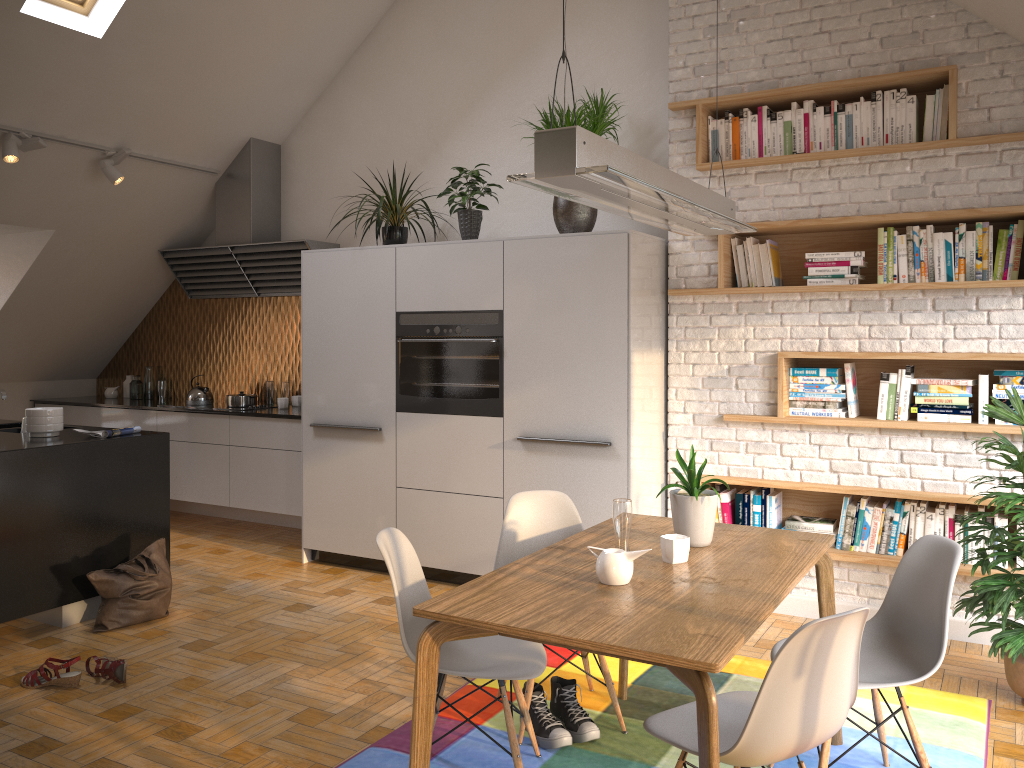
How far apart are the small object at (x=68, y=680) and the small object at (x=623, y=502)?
2.29m

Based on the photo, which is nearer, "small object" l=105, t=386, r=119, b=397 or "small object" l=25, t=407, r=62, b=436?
"small object" l=25, t=407, r=62, b=436

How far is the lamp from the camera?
2.1 meters

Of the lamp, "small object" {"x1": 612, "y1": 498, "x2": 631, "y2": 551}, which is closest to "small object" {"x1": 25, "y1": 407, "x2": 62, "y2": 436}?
"small object" {"x1": 612, "y1": 498, "x2": 631, "y2": 551}

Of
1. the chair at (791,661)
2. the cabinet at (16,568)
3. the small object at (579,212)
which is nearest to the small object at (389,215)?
the small object at (579,212)

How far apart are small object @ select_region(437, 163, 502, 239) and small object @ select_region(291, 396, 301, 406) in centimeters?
219cm

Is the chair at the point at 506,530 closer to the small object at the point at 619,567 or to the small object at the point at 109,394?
the small object at the point at 619,567

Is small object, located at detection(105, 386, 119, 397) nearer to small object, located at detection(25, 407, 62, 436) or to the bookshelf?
small object, located at detection(25, 407, 62, 436)

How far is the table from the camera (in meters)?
2.02

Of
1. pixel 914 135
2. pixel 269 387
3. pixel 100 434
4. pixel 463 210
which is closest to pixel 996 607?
pixel 914 135
